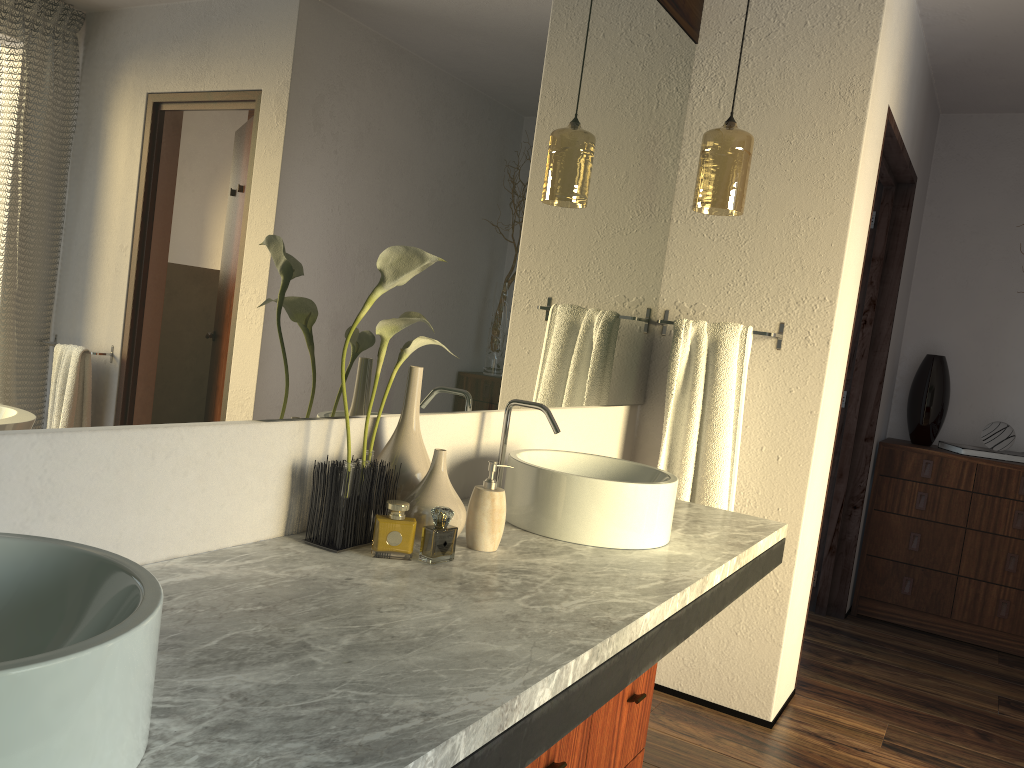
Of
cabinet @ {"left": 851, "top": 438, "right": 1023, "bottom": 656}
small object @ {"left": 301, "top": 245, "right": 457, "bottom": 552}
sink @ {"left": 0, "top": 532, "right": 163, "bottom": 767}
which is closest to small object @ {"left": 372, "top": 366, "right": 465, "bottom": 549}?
small object @ {"left": 301, "top": 245, "right": 457, "bottom": 552}

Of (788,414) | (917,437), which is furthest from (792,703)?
(917,437)

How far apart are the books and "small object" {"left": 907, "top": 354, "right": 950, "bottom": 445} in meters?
0.1

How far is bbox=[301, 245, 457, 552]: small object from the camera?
1.4m

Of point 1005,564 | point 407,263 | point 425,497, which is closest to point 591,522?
point 425,497

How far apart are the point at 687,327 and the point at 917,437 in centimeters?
201cm

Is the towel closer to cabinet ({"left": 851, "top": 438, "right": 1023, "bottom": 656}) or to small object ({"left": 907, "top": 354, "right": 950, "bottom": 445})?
cabinet ({"left": 851, "top": 438, "right": 1023, "bottom": 656})

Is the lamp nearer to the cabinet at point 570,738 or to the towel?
the towel

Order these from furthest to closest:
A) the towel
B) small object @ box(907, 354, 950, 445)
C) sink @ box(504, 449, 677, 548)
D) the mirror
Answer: small object @ box(907, 354, 950, 445) → the towel → sink @ box(504, 449, 677, 548) → the mirror

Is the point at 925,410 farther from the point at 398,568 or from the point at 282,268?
the point at 282,268
